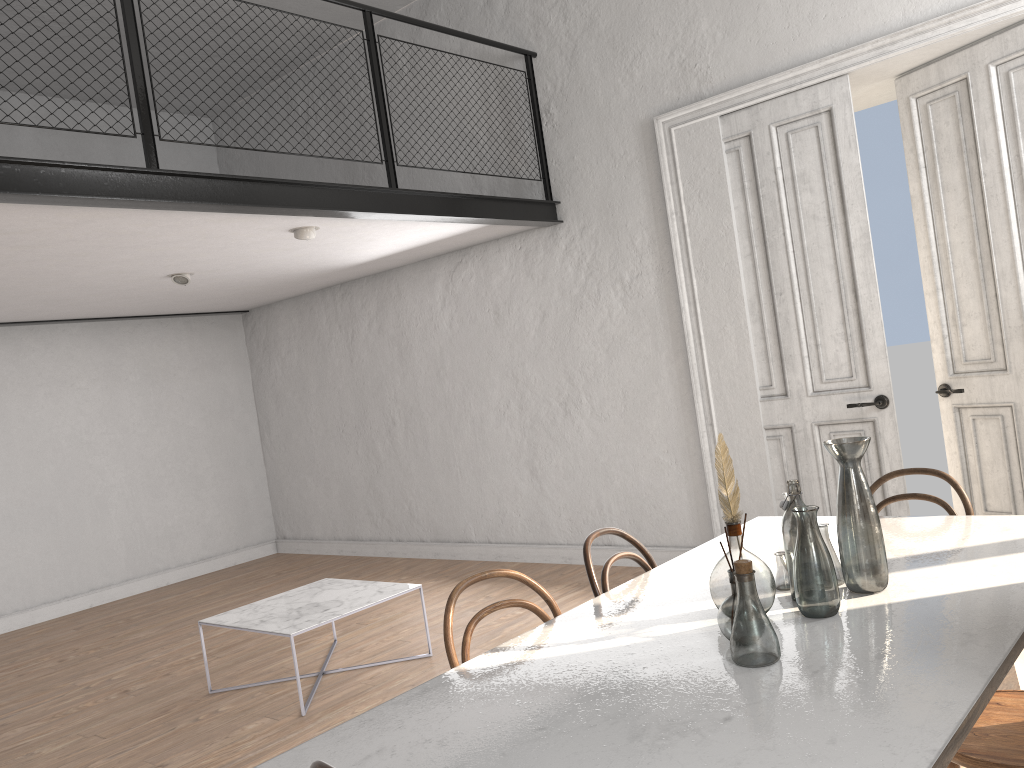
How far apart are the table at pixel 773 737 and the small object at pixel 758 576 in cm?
3

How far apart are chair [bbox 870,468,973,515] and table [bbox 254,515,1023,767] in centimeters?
10cm

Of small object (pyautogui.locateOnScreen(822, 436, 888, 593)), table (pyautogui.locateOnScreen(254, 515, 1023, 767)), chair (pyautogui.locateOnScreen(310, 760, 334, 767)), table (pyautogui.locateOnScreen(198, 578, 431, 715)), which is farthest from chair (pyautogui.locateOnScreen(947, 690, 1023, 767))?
table (pyautogui.locateOnScreen(198, 578, 431, 715))

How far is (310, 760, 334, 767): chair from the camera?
1.3m

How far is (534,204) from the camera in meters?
6.1 m

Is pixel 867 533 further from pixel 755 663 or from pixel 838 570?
pixel 755 663

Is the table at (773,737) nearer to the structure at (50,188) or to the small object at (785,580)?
the small object at (785,580)

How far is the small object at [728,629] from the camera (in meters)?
1.95

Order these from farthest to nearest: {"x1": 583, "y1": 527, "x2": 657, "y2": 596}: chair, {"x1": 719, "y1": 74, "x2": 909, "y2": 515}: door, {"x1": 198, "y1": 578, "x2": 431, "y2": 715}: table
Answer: {"x1": 719, "y1": 74, "x2": 909, "y2": 515}: door < {"x1": 198, "y1": 578, "x2": 431, "y2": 715}: table < {"x1": 583, "y1": 527, "x2": 657, "y2": 596}: chair

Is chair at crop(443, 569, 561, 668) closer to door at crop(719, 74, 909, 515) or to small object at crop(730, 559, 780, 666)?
small object at crop(730, 559, 780, 666)
